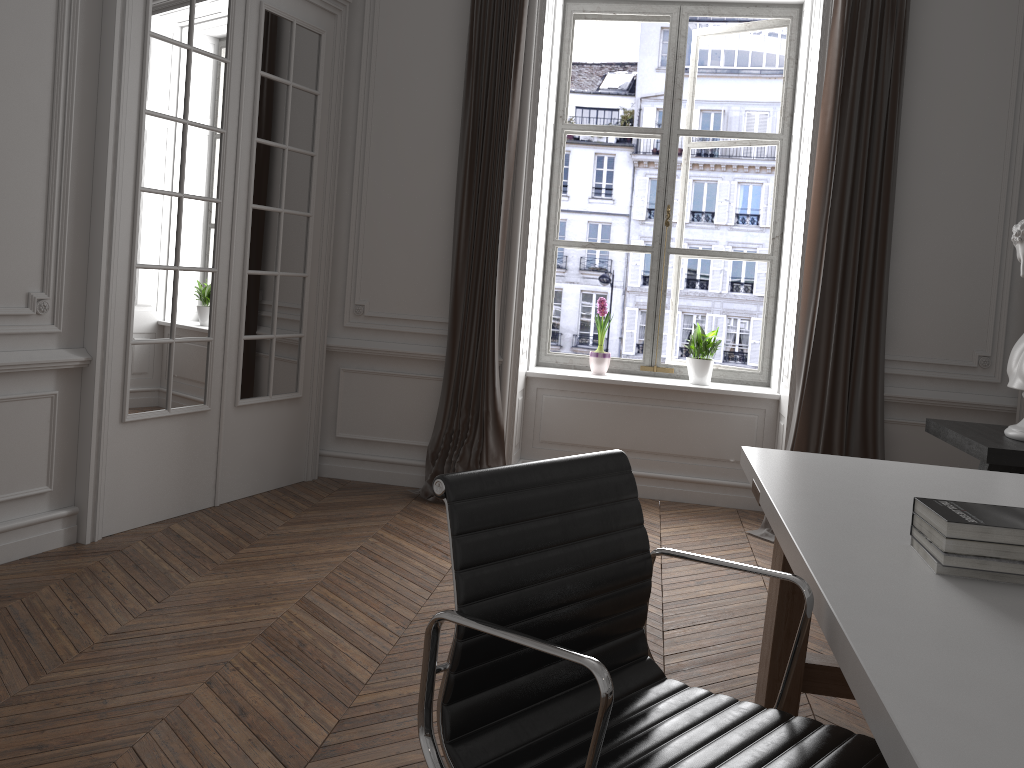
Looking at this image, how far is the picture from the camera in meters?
5.4 m

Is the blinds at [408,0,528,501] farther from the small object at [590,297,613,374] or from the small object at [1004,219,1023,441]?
the small object at [1004,219,1023,441]

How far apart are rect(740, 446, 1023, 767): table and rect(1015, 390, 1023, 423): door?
2.07m

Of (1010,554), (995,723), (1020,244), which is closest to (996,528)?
(1010,554)

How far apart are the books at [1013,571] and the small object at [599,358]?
3.6 meters

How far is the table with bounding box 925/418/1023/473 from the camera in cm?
328

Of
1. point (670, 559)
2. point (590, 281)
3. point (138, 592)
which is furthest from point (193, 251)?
point (590, 281)

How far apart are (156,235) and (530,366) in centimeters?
232cm

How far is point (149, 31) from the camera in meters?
3.7 m

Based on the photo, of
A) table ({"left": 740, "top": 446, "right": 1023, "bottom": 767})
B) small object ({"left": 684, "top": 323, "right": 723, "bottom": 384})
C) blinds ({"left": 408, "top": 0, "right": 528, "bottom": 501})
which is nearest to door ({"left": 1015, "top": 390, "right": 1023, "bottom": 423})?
small object ({"left": 684, "top": 323, "right": 723, "bottom": 384})
